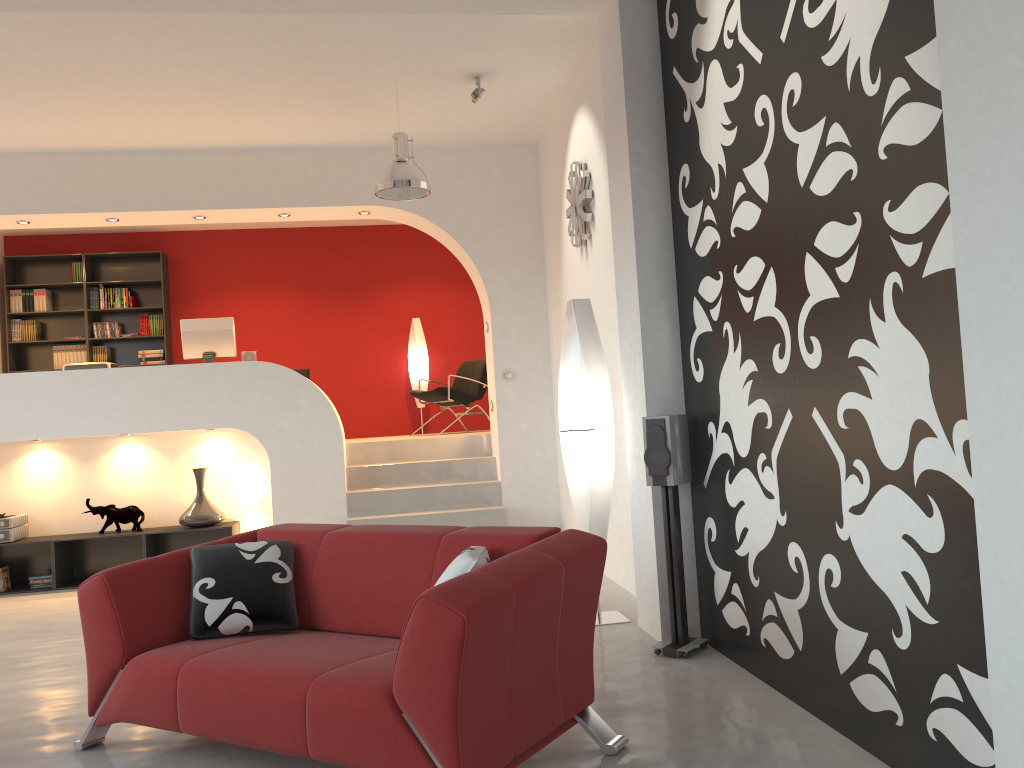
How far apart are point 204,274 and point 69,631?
5.52m

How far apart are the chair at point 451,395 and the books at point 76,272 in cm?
393

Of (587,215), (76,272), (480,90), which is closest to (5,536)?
(76,272)

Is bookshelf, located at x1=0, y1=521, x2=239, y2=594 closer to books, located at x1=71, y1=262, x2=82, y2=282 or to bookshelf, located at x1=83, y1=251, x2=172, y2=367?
bookshelf, located at x1=83, y1=251, x2=172, y2=367

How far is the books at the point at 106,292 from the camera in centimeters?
977cm

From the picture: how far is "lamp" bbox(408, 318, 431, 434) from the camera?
10.2 meters

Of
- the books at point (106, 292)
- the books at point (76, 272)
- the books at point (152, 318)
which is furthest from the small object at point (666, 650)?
the books at point (76, 272)

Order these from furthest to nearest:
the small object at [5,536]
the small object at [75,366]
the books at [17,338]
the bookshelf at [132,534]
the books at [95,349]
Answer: the books at [95,349] → the books at [17,338] → the small object at [75,366] → the bookshelf at [132,534] → the small object at [5,536]

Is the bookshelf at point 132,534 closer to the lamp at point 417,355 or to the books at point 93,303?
the lamp at point 417,355

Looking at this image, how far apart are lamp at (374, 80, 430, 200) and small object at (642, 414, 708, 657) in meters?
2.6 m
